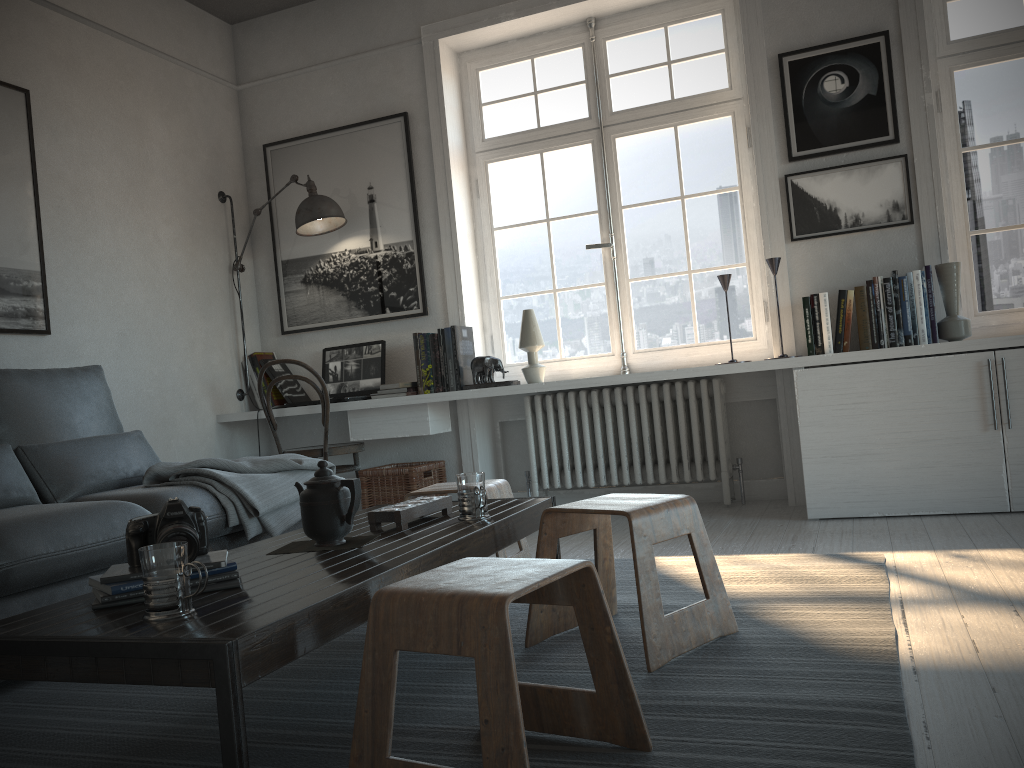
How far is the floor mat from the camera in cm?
152

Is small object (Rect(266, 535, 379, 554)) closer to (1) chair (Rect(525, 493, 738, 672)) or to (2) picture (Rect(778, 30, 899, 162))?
(1) chair (Rect(525, 493, 738, 672))

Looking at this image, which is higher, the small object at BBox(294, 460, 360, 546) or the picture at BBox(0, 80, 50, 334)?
the picture at BBox(0, 80, 50, 334)

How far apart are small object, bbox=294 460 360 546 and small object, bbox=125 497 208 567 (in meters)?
0.32

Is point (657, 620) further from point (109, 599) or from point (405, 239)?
point (405, 239)

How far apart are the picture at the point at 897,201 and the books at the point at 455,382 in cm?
162

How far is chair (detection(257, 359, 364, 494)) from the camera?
4.4 meters

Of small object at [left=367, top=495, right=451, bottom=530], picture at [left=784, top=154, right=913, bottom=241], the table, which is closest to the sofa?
the table

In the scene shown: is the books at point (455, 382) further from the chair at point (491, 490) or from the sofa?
the chair at point (491, 490)

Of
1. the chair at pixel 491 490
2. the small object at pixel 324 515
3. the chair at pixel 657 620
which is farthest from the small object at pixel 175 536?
the chair at pixel 491 490
